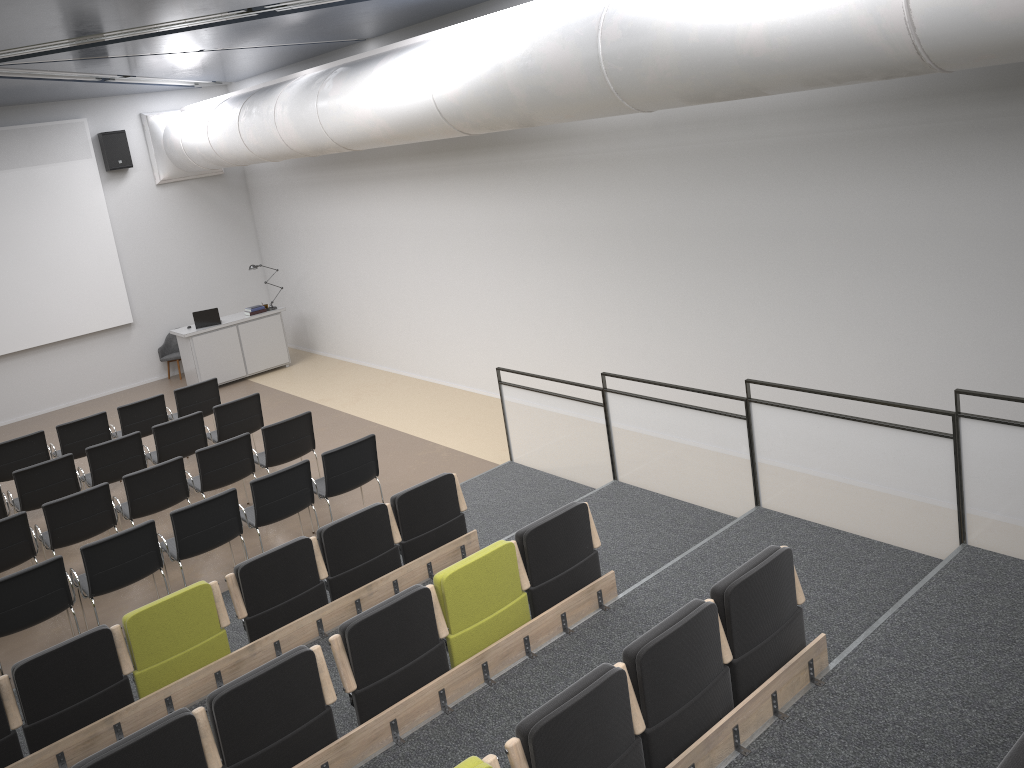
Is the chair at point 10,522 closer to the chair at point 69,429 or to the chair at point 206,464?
the chair at point 206,464

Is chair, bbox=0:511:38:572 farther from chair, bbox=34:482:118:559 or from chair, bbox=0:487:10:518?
chair, bbox=0:487:10:518

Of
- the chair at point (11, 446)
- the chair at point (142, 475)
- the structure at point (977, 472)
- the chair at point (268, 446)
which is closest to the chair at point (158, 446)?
the chair at point (268, 446)

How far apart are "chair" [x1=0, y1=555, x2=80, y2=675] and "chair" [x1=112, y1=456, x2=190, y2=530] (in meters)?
1.50

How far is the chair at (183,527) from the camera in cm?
719

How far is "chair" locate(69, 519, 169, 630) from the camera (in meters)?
6.79

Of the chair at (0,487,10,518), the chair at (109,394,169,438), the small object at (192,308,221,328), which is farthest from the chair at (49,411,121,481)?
the small object at (192,308,221,328)

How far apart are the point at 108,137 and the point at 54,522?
8.5 meters

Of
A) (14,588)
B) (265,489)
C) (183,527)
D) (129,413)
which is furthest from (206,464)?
(129,413)

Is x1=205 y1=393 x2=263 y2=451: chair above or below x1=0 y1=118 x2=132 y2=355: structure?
below
